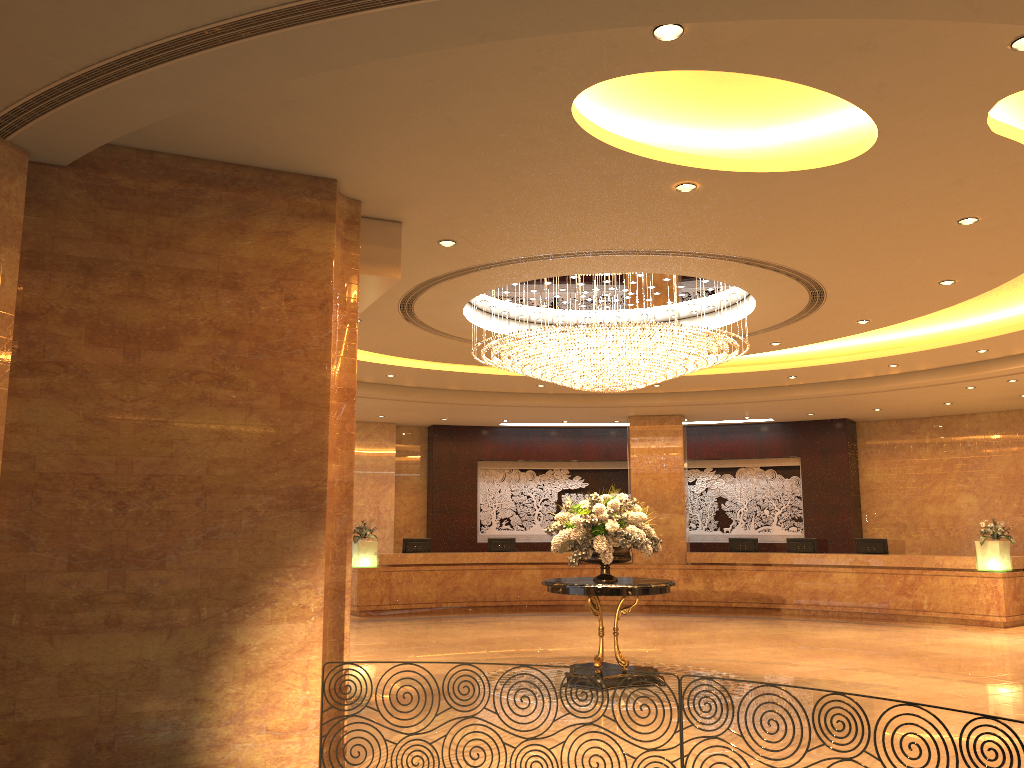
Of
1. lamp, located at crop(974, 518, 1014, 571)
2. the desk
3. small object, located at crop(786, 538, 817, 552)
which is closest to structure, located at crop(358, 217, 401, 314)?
the desk

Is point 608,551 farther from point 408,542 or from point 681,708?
point 408,542

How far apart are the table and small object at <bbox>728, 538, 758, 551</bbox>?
8.84m

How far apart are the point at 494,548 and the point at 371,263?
12.2 meters

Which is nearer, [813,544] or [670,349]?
[670,349]

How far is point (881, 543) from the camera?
16.9m

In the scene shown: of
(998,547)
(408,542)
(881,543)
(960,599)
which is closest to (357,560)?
(408,542)

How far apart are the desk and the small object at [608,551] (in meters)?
7.58

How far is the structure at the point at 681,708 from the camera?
5.4m

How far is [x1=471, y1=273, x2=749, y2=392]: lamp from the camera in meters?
9.4
